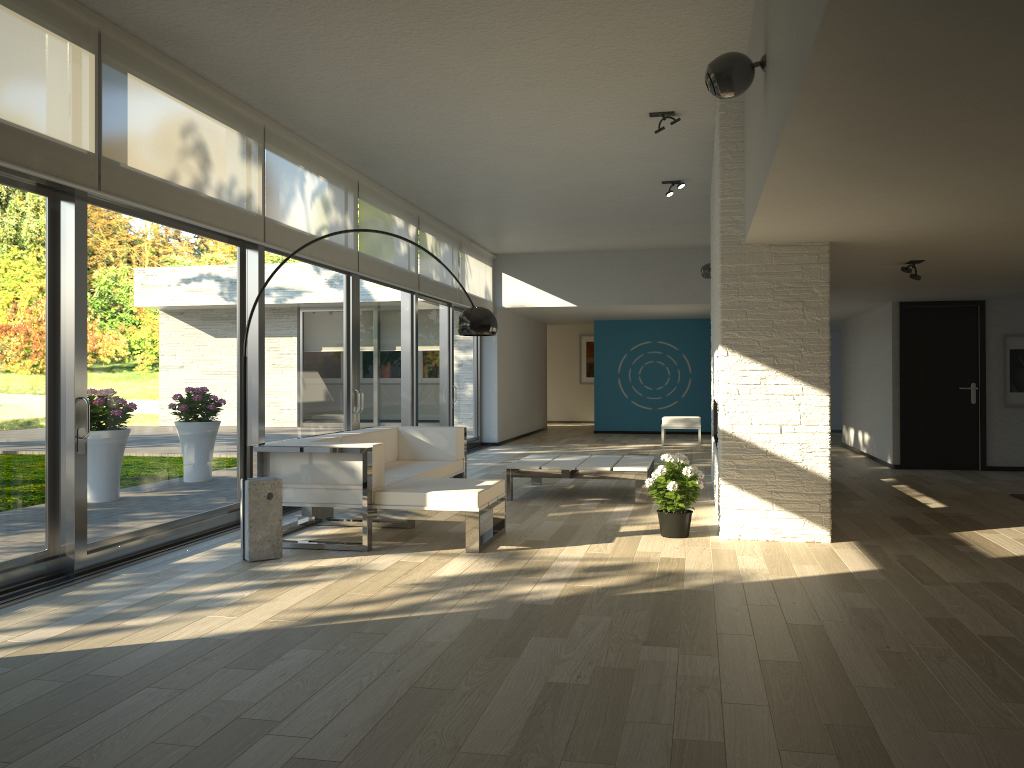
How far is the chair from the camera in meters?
14.0 m

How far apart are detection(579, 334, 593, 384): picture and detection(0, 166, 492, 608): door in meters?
7.4 m

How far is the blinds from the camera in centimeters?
436cm

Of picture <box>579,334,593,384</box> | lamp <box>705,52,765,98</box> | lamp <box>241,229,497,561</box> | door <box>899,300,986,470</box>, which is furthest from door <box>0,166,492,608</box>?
picture <box>579,334,593,384</box>

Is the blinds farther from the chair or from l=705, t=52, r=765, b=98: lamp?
the chair

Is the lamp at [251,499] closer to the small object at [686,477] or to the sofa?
the sofa

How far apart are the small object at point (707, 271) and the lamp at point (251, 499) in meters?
5.9 m

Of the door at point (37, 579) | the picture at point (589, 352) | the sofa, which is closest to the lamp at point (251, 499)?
the sofa

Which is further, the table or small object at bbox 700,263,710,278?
small object at bbox 700,263,710,278

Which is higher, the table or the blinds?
the blinds
